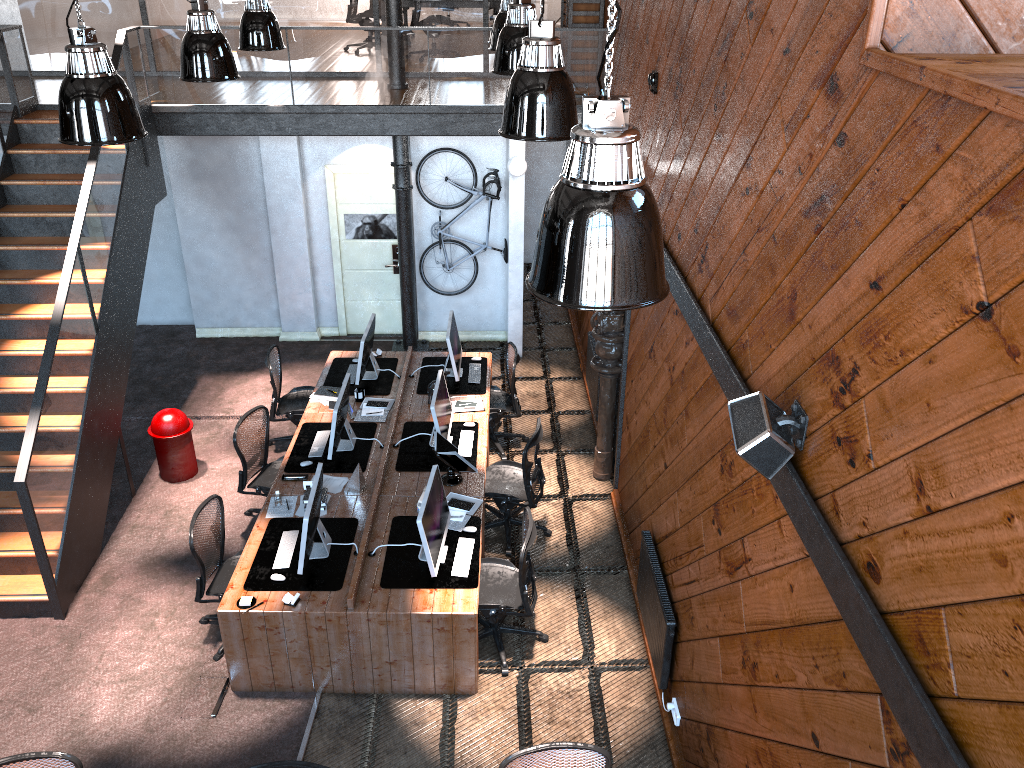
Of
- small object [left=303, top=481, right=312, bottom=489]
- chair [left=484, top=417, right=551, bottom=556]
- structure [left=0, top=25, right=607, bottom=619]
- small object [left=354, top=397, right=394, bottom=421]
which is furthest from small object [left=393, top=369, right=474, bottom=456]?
structure [left=0, top=25, right=607, bottom=619]

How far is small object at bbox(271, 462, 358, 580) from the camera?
6.01m

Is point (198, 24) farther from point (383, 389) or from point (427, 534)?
point (427, 534)

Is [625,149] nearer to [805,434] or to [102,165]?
[805,434]

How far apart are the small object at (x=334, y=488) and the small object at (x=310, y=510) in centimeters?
65cm

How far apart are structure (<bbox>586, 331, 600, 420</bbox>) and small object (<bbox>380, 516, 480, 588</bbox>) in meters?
2.8

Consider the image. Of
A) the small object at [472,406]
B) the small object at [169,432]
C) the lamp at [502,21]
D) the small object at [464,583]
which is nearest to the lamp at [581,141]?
the small object at [464,583]

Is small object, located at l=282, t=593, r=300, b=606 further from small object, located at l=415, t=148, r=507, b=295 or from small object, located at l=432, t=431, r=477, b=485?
small object, located at l=415, t=148, r=507, b=295

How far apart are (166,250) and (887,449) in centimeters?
1060cm

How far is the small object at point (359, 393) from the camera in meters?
8.5
